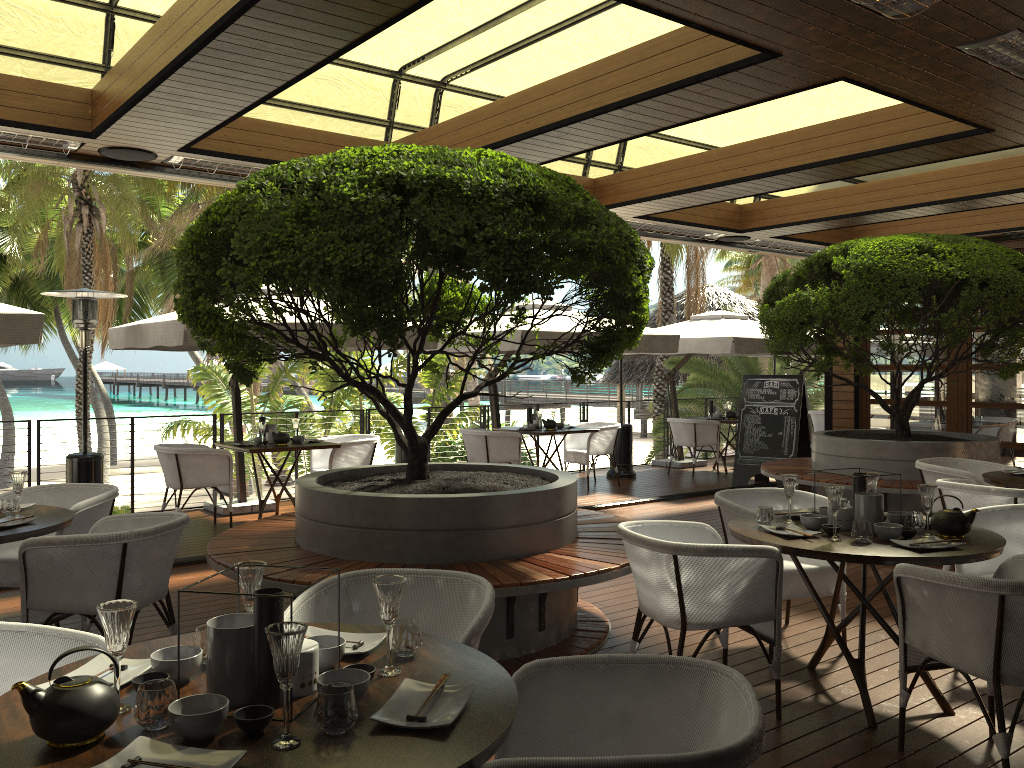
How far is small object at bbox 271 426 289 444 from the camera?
8.43m

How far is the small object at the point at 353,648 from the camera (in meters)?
2.31

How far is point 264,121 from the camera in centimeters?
642cm

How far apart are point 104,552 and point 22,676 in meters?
1.4 m

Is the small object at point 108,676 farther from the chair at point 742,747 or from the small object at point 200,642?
the chair at point 742,747

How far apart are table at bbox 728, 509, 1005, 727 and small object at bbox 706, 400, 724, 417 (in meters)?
8.58

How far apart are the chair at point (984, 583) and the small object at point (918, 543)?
0.2 meters

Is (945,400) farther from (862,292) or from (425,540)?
(425,540)

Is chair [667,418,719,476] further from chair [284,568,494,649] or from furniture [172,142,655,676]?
chair [284,568,494,649]

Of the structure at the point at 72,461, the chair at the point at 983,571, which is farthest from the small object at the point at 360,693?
the structure at the point at 72,461
